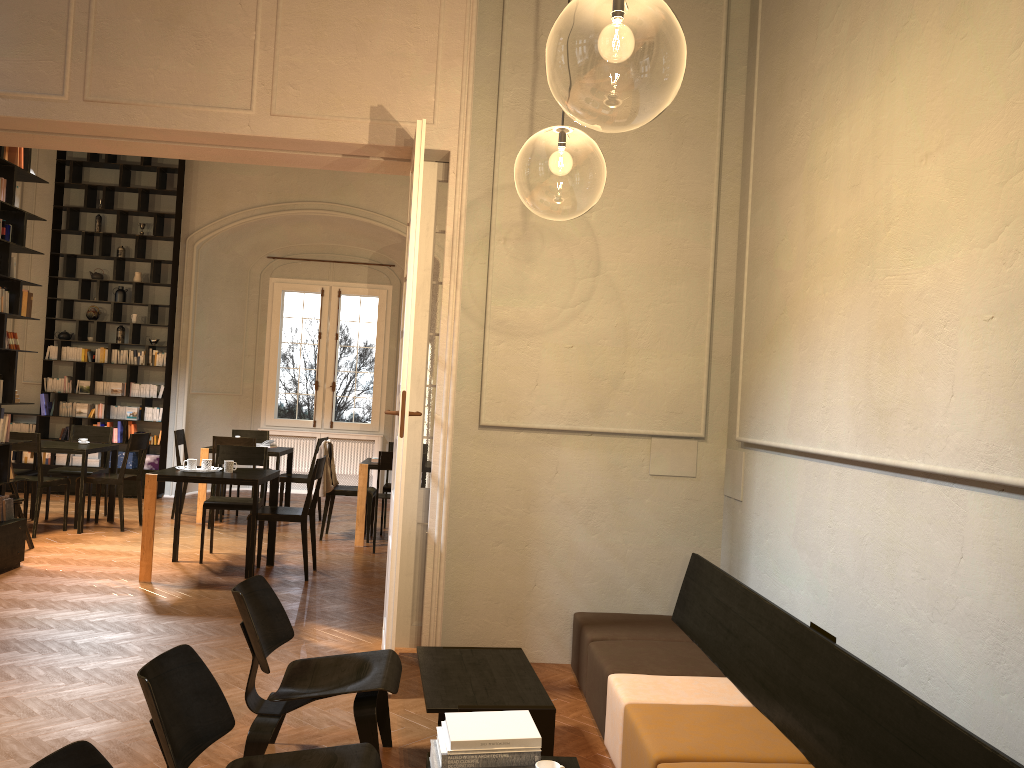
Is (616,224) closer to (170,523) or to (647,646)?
(647,646)

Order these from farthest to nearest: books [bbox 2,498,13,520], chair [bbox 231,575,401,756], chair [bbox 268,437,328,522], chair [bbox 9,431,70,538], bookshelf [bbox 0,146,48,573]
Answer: chair [bbox 268,437,328,522], chair [bbox 9,431,70,538], books [bbox 2,498,13,520], bookshelf [bbox 0,146,48,573], chair [bbox 231,575,401,756]

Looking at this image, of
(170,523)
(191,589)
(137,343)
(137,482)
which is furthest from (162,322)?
(191,589)

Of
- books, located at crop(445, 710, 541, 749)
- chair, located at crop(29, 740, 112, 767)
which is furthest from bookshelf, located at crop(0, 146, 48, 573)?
chair, located at crop(29, 740, 112, 767)

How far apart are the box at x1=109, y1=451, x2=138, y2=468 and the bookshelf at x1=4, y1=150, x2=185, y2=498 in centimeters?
10cm

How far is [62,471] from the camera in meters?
10.2

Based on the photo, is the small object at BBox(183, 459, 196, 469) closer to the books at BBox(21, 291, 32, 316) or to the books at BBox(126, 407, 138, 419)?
the books at BBox(21, 291, 32, 316)

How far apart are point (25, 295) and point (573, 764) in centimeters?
655cm

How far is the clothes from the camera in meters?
9.7 m

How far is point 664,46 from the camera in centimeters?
1282cm
